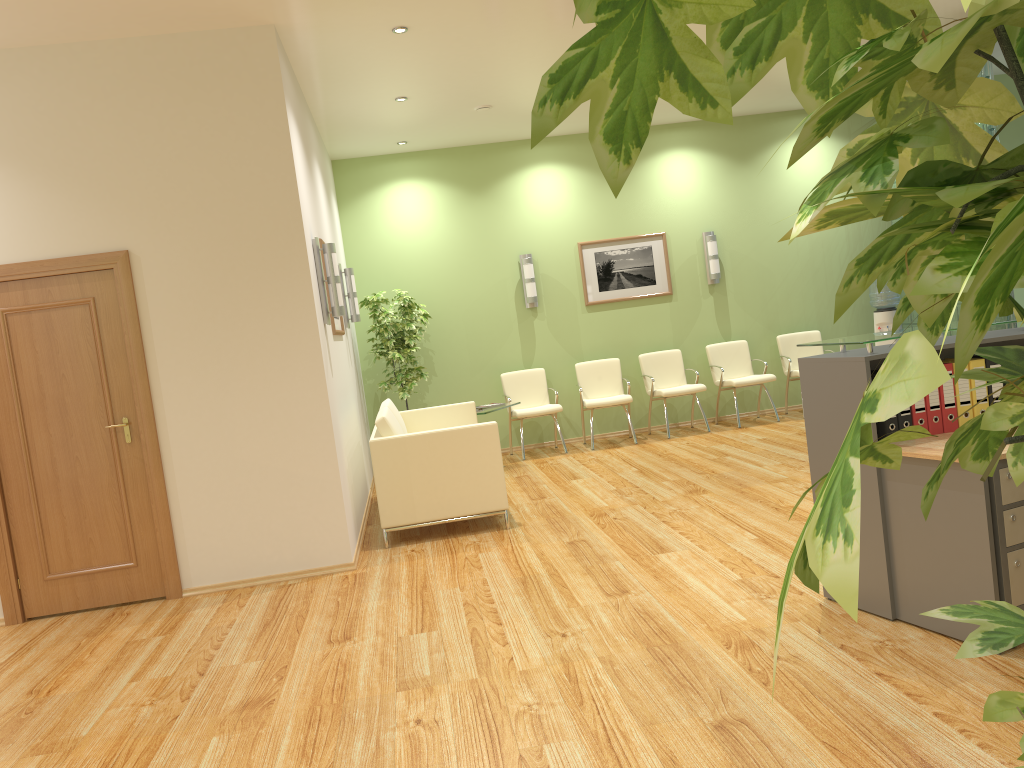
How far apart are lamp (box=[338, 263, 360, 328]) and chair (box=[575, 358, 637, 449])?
2.6 meters

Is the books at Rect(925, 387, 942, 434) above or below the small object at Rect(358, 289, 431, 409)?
below

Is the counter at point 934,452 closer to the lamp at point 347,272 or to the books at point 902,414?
the books at point 902,414

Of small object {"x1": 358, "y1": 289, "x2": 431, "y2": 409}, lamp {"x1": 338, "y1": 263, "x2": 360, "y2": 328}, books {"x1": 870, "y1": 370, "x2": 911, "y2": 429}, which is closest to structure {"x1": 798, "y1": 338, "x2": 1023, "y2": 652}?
books {"x1": 870, "y1": 370, "x2": 911, "y2": 429}

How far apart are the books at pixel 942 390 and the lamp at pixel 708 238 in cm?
625

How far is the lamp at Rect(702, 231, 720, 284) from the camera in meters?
A: 9.8 m

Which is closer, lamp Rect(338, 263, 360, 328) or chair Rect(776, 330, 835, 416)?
lamp Rect(338, 263, 360, 328)

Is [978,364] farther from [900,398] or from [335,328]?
[335,328]

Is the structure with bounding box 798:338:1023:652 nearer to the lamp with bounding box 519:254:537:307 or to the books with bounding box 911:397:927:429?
the books with bounding box 911:397:927:429

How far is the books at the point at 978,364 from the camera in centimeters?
364cm
